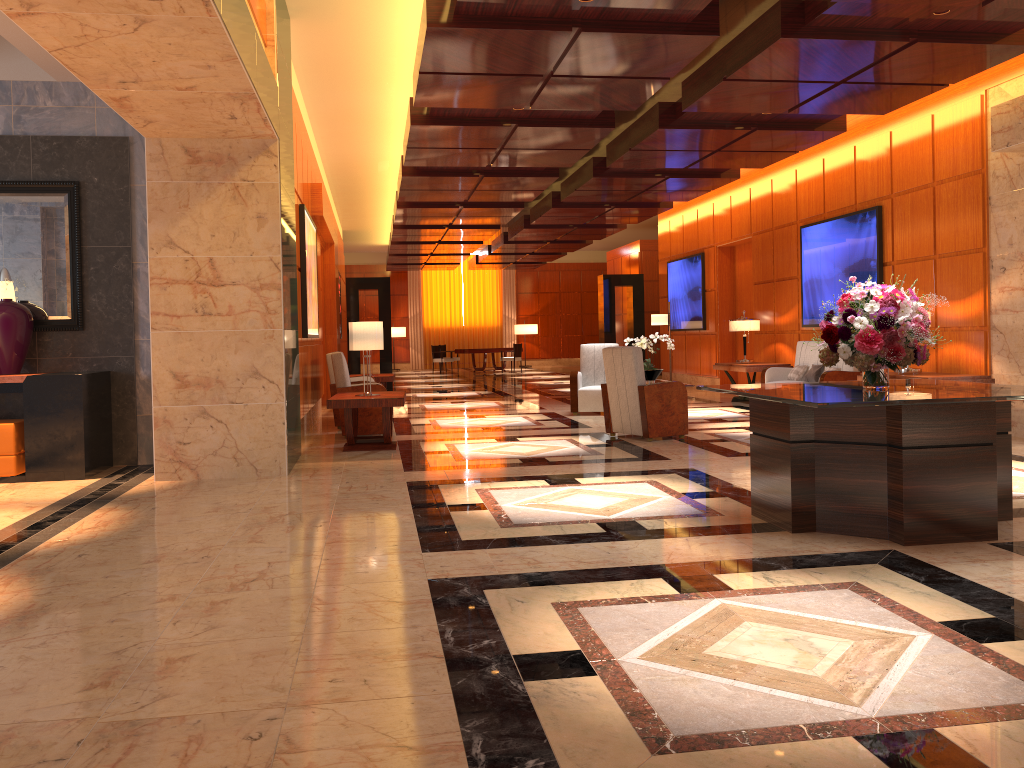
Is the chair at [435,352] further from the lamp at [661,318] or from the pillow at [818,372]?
the pillow at [818,372]

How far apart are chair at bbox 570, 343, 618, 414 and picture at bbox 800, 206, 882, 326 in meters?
3.0 m

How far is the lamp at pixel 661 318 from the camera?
15.9 meters

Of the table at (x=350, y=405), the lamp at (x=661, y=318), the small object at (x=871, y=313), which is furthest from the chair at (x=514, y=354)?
the small object at (x=871, y=313)

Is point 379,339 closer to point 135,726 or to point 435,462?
point 435,462

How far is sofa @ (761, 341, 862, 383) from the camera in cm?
1081

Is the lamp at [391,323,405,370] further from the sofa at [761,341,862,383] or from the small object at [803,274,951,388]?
the small object at [803,274,951,388]

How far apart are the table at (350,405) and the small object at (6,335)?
2.63m

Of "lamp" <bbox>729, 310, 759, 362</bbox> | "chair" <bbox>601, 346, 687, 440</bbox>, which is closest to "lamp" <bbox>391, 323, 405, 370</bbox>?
"lamp" <bbox>729, 310, 759, 362</bbox>

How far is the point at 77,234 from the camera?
7.87m
